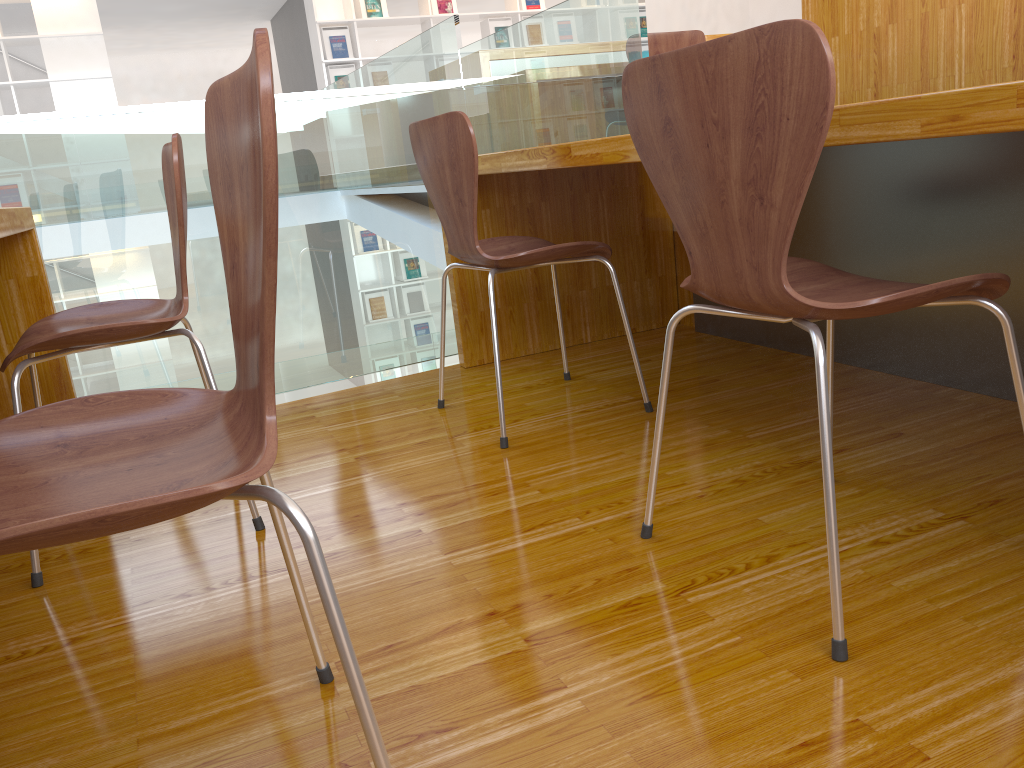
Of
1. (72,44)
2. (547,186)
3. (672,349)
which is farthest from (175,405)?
(72,44)

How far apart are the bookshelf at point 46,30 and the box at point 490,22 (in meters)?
3.44

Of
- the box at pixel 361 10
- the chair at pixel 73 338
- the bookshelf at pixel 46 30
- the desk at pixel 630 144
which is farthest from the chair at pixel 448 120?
the box at pixel 361 10

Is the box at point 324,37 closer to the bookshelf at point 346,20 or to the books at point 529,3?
the bookshelf at point 346,20

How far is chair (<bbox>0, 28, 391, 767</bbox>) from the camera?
0.6m

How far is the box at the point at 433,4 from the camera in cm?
825

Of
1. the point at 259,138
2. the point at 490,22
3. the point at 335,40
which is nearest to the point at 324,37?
the point at 335,40

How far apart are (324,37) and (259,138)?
8.06m

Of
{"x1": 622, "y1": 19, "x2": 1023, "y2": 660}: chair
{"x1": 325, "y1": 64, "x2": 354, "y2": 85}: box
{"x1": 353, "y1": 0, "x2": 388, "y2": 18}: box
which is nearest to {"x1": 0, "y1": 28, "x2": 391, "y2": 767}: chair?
{"x1": 622, "y1": 19, "x2": 1023, "y2": 660}: chair

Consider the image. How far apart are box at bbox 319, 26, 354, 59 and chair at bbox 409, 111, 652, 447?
6.5 meters
